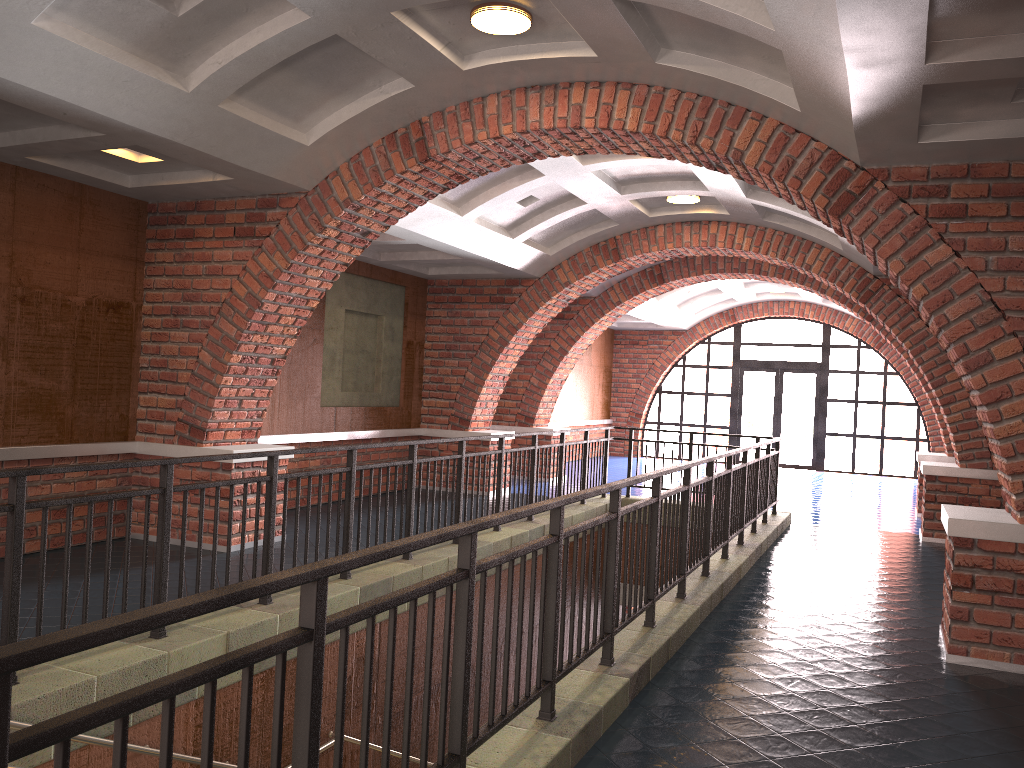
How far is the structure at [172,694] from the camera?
1.7 meters

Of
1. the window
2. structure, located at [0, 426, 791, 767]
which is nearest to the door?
the window

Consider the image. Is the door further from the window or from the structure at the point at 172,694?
the structure at the point at 172,694

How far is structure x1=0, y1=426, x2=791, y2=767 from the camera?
1.7 meters

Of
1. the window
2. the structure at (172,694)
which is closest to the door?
the window

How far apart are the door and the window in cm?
16

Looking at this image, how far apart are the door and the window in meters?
0.2

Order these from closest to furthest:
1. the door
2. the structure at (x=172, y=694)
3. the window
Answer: the structure at (x=172, y=694)
the window
the door

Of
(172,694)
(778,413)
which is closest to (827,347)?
(778,413)

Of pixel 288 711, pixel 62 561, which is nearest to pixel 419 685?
pixel 288 711
